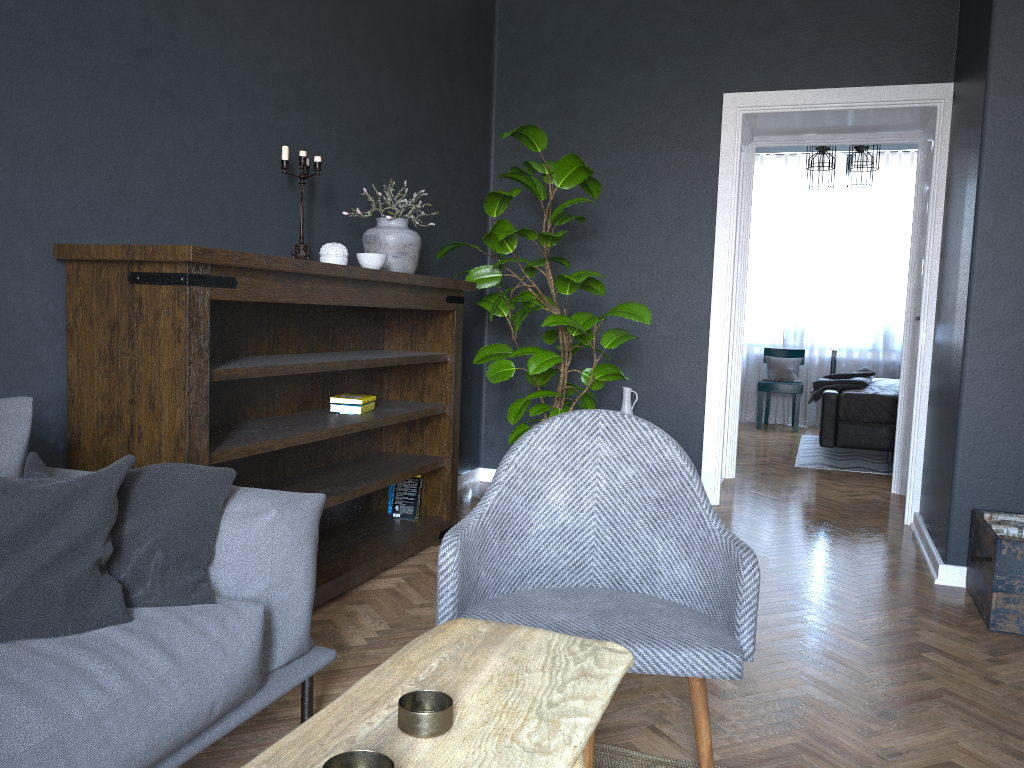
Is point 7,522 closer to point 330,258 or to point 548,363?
point 330,258

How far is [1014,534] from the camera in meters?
3.2 m

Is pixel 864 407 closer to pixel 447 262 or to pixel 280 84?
Result: pixel 447 262

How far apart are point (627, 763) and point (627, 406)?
3.0m

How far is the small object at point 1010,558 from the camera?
3.0m

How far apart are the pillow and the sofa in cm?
1

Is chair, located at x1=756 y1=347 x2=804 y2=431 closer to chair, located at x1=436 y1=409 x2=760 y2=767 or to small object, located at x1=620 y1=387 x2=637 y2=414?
small object, located at x1=620 y1=387 x2=637 y2=414

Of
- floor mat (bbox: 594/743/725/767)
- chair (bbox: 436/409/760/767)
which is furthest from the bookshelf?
floor mat (bbox: 594/743/725/767)

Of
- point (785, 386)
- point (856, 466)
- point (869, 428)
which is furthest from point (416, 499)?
point (785, 386)

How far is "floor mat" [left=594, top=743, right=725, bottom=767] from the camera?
2.04m
